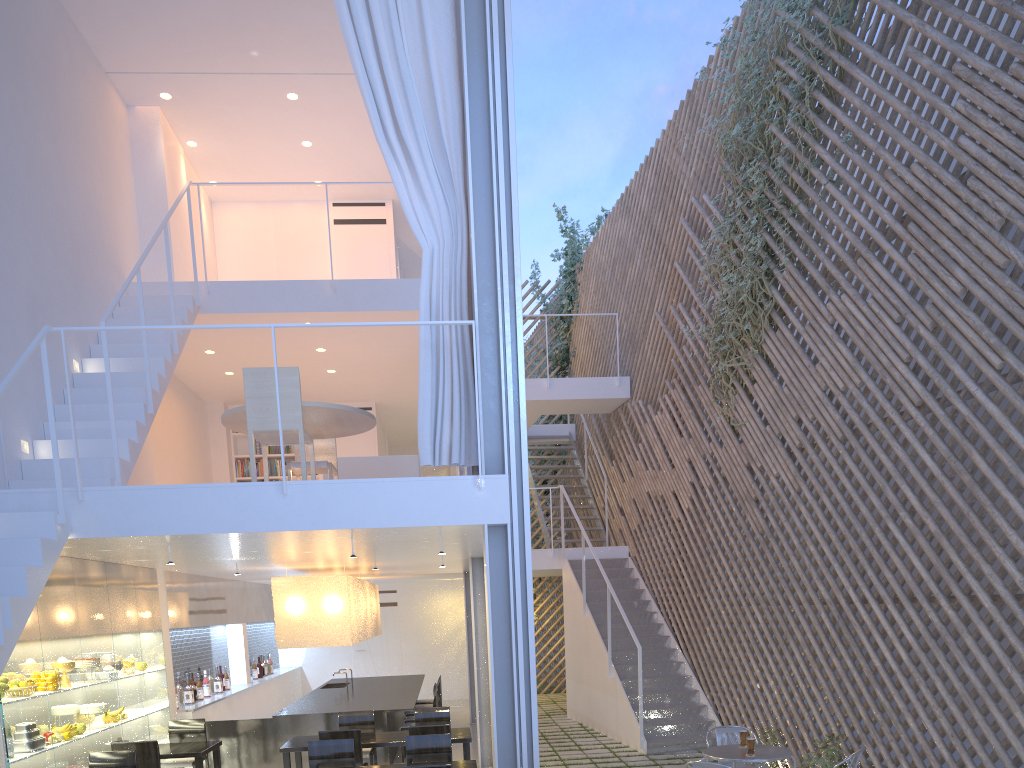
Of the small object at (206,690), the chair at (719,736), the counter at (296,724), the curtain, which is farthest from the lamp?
the chair at (719,736)

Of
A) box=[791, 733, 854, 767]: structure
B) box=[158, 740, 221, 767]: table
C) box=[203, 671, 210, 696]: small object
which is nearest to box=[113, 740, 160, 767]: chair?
box=[158, 740, 221, 767]: table

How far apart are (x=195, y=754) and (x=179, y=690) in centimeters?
122cm

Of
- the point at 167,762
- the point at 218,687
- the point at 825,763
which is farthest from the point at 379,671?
the point at 825,763

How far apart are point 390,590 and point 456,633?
0.77m

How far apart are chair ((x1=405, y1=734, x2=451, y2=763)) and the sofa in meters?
1.5 m

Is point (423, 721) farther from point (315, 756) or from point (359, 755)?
point (315, 756)

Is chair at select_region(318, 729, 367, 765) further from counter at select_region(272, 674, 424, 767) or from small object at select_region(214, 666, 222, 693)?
small object at select_region(214, 666, 222, 693)

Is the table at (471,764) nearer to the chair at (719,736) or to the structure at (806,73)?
the chair at (719,736)

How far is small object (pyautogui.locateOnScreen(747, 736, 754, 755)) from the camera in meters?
3.0
